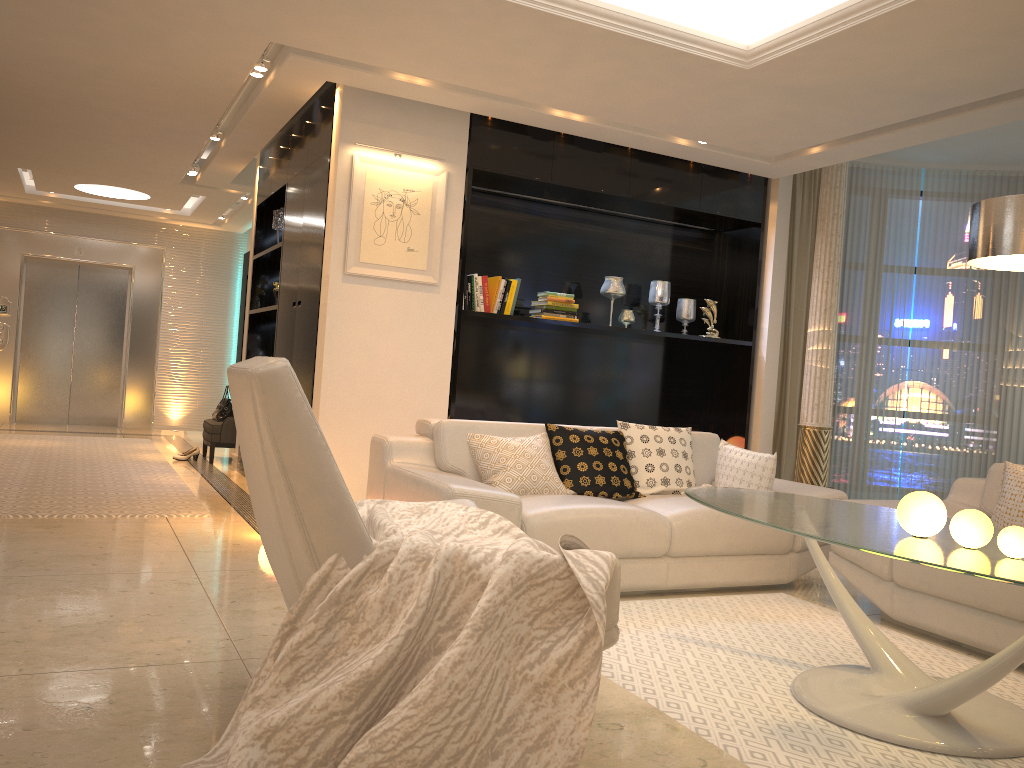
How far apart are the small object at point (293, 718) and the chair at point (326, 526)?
0.02m

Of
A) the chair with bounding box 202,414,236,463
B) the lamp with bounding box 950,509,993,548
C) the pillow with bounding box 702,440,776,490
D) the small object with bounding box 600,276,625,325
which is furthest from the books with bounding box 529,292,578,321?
the lamp with bounding box 950,509,993,548

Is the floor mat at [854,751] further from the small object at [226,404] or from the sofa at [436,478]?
the small object at [226,404]

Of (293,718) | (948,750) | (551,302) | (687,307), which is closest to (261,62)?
(551,302)

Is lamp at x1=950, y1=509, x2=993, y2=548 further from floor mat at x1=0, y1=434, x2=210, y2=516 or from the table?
floor mat at x1=0, y1=434, x2=210, y2=516

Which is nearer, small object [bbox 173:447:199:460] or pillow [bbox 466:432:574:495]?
pillow [bbox 466:432:574:495]

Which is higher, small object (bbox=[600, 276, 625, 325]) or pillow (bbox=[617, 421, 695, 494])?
small object (bbox=[600, 276, 625, 325])

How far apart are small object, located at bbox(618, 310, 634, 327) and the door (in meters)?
Answer: 7.09

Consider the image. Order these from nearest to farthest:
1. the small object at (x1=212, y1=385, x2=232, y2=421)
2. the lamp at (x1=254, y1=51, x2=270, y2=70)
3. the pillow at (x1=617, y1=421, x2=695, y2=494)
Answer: the pillow at (x1=617, y1=421, x2=695, y2=494)
the lamp at (x1=254, y1=51, x2=270, y2=70)
the small object at (x1=212, y1=385, x2=232, y2=421)

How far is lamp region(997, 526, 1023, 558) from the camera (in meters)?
2.46
